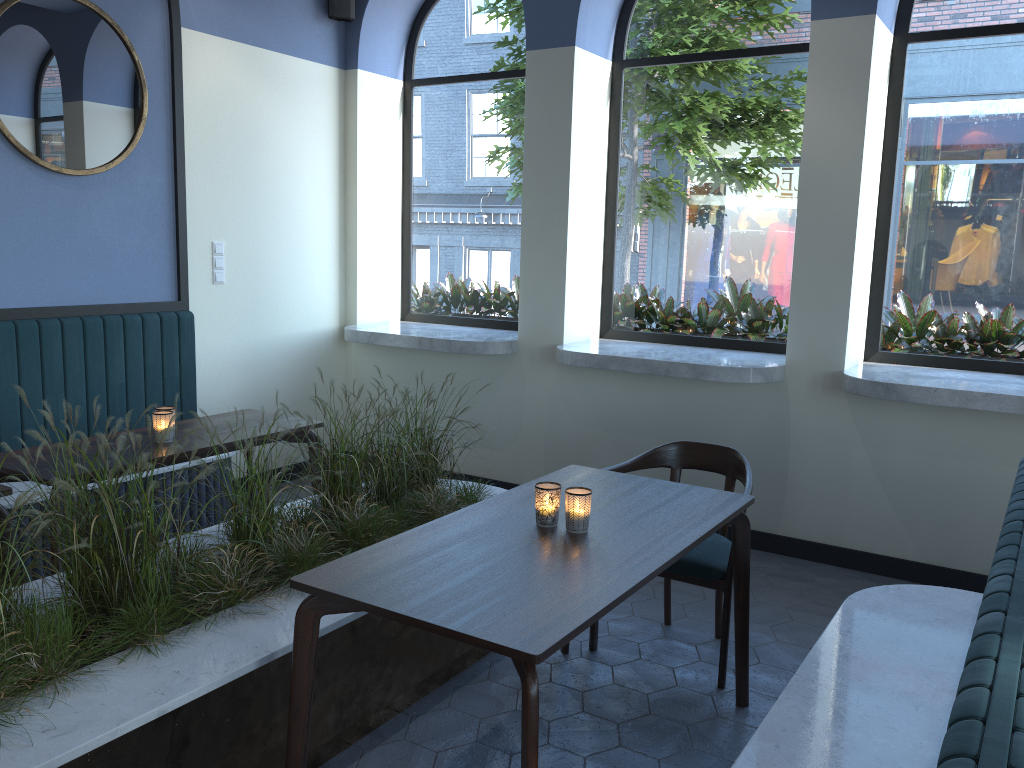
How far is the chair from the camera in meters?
3.2

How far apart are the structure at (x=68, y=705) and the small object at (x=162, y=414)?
0.5 meters

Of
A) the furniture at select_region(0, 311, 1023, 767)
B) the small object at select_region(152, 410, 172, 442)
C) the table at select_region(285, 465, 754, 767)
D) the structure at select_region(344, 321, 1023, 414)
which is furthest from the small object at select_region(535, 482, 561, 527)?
the structure at select_region(344, 321, 1023, 414)

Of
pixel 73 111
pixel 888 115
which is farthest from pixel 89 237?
pixel 888 115

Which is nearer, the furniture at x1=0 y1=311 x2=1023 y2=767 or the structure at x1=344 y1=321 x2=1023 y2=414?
the furniture at x1=0 y1=311 x2=1023 y2=767

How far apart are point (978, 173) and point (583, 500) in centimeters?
318cm

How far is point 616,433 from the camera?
5.1 meters

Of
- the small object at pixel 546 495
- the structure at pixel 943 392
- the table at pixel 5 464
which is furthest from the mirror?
the small object at pixel 546 495

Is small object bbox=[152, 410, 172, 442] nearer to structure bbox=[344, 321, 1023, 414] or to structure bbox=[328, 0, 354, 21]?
structure bbox=[344, 321, 1023, 414]

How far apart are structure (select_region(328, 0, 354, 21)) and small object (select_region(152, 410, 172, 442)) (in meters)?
3.21
